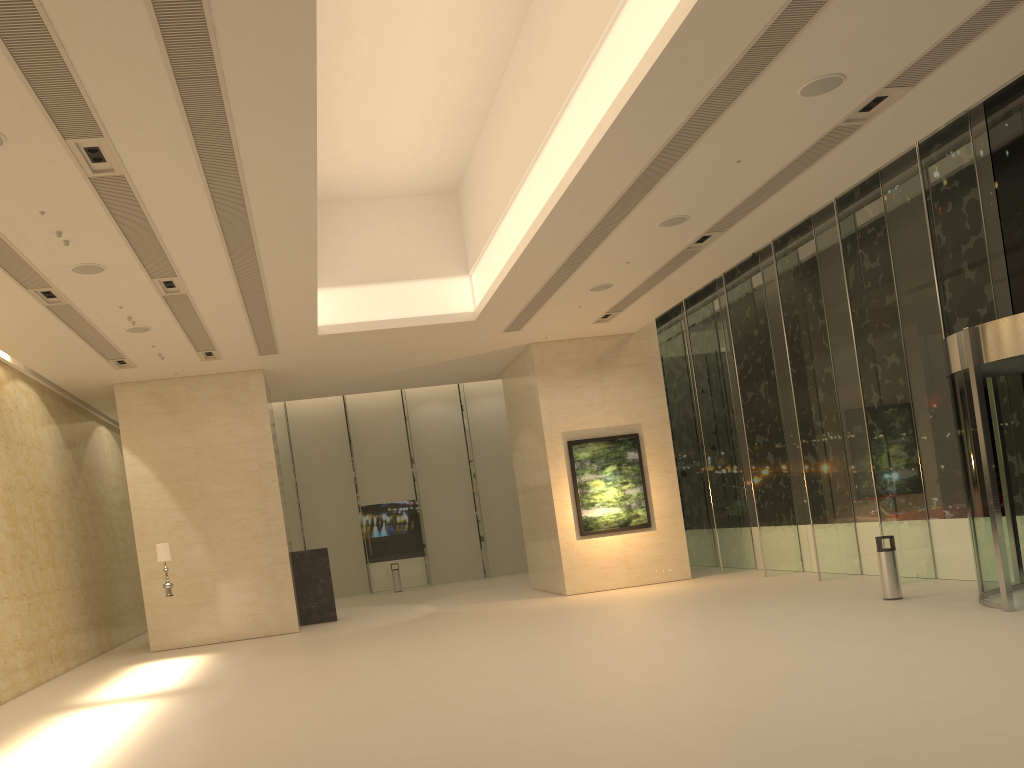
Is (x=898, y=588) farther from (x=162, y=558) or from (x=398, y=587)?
(x=398, y=587)

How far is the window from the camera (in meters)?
13.87

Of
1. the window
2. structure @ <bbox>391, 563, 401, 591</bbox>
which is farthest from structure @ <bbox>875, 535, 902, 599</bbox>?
structure @ <bbox>391, 563, 401, 591</bbox>

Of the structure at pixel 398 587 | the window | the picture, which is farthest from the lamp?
the structure at pixel 398 587

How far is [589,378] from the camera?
21.0 meters

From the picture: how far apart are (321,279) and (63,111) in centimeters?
950cm

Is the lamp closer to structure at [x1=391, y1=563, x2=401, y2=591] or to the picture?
the picture

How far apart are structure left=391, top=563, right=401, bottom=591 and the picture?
10.06m

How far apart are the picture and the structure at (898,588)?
7.6m

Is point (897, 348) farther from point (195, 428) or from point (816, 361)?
point (195, 428)
